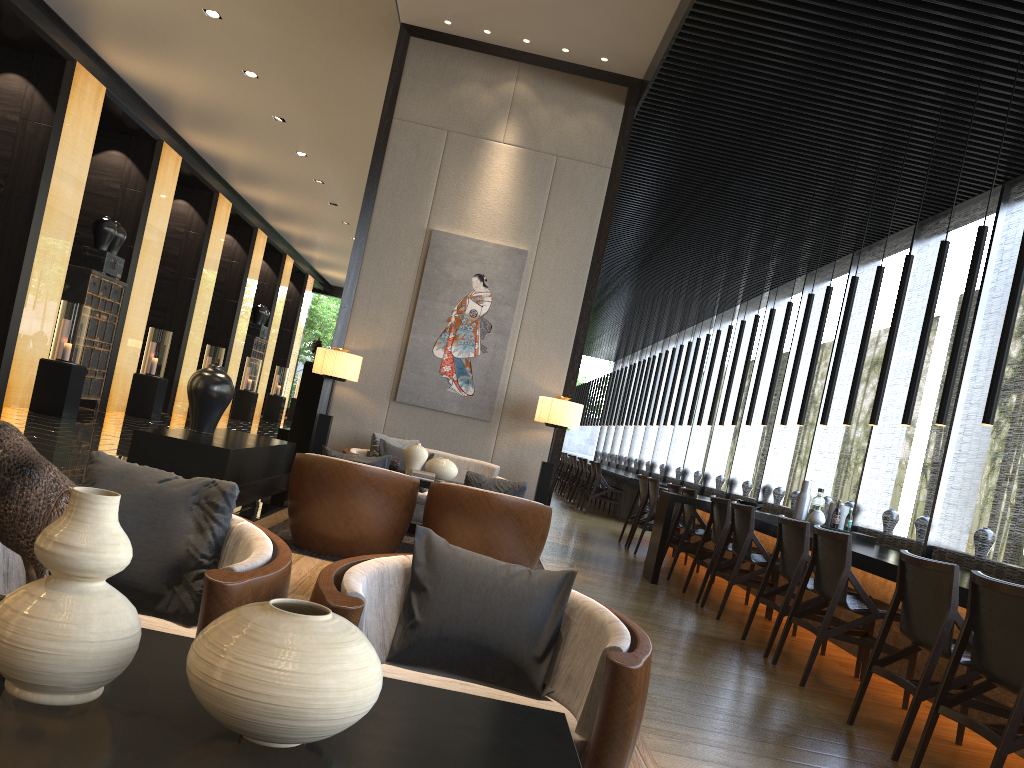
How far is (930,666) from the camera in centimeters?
351cm

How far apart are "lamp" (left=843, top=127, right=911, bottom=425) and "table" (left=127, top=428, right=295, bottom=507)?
4.3m

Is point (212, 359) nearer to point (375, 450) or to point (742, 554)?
point (375, 450)

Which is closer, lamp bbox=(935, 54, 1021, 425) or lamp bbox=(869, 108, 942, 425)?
lamp bbox=(935, 54, 1021, 425)

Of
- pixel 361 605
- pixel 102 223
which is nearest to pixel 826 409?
pixel 361 605

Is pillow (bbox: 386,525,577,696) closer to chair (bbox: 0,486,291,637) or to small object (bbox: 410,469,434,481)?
chair (bbox: 0,486,291,637)

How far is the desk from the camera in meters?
4.9

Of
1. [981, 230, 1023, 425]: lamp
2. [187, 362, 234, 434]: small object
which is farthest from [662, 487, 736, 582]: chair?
[187, 362, 234, 434]: small object

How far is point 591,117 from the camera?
7.8 meters

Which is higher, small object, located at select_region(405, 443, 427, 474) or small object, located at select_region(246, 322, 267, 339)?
small object, located at select_region(246, 322, 267, 339)
